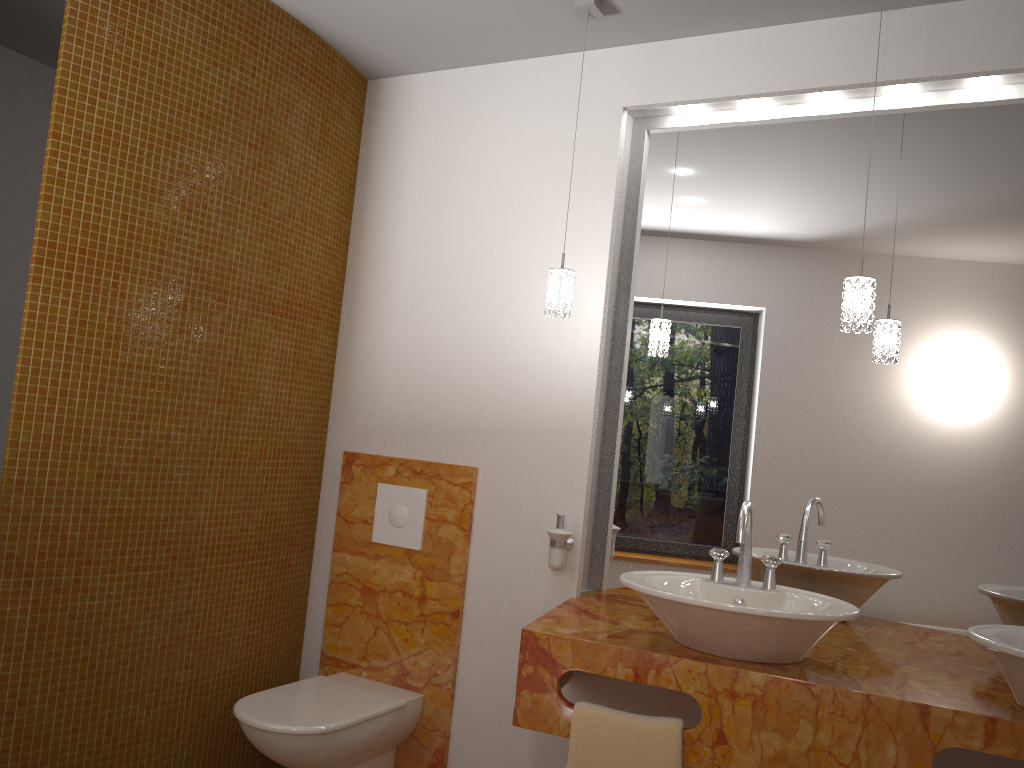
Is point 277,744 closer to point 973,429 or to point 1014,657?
point 1014,657

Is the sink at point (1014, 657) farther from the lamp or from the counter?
the lamp

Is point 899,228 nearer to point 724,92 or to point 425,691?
point 724,92

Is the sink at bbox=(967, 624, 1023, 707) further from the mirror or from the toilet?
the toilet

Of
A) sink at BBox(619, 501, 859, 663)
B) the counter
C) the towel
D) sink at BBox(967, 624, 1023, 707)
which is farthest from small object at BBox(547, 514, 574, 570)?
sink at BBox(967, 624, 1023, 707)

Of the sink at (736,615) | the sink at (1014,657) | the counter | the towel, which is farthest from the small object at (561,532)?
the sink at (1014,657)

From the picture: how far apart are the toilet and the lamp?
1.28m

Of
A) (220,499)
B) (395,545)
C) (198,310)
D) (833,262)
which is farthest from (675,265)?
(220,499)

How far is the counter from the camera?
1.8 meters

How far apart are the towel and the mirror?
0.6m
